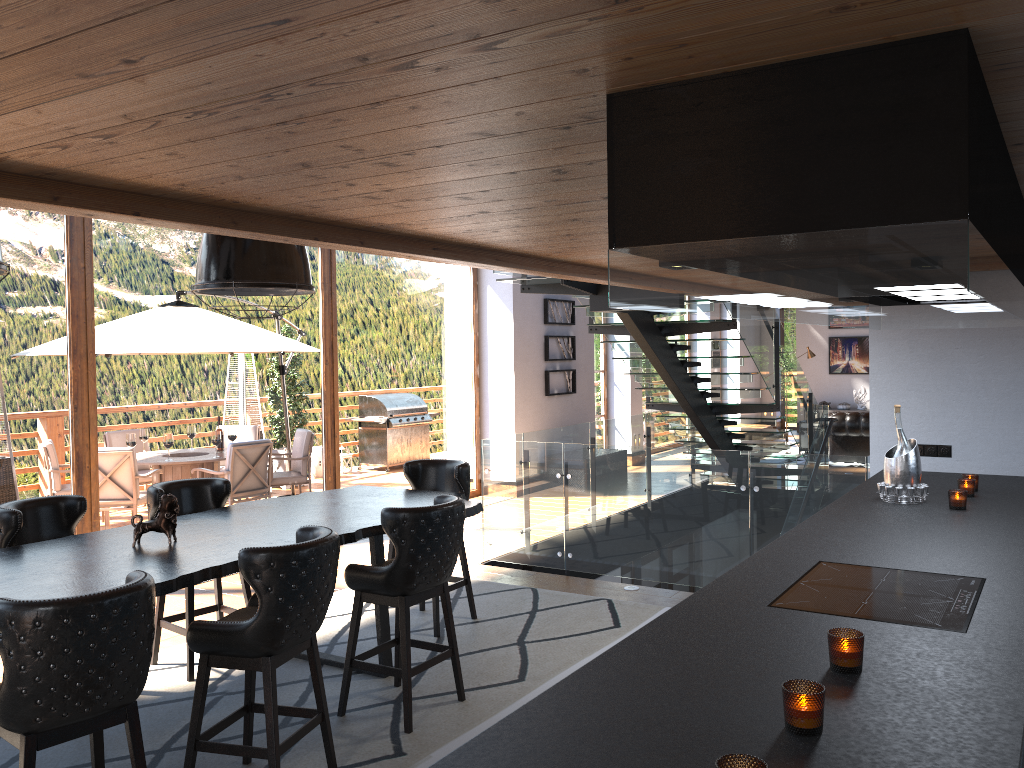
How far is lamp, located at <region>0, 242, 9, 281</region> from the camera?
3.3 meters

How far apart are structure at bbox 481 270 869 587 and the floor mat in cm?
63

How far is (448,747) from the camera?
4.10m

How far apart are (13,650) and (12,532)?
1.9m

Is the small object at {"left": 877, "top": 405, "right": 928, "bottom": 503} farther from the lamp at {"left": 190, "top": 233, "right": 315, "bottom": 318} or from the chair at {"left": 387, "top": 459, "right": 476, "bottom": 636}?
the lamp at {"left": 190, "top": 233, "right": 315, "bottom": 318}

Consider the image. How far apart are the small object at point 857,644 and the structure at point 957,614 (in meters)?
0.39

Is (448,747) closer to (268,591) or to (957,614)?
(268,591)

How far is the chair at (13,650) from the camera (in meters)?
2.75

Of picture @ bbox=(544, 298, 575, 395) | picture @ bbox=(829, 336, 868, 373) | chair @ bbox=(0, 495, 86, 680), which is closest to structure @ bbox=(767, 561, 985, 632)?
chair @ bbox=(0, 495, 86, 680)

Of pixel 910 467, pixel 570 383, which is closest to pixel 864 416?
pixel 570 383
